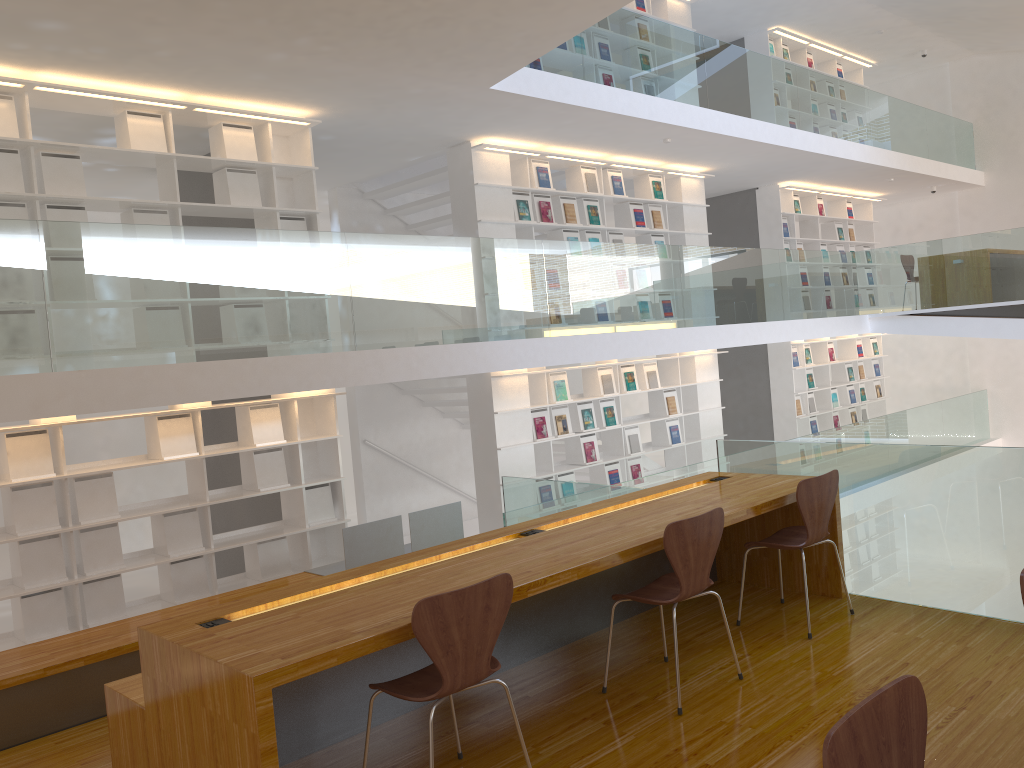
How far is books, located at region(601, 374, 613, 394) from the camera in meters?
9.1 m

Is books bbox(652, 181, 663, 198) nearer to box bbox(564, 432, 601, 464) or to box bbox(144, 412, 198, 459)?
box bbox(564, 432, 601, 464)

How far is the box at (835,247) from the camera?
12.93m

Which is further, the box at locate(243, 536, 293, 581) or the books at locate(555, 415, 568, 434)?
the books at locate(555, 415, 568, 434)

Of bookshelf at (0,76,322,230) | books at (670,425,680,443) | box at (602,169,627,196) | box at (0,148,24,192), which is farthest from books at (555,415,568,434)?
box at (0,148,24,192)

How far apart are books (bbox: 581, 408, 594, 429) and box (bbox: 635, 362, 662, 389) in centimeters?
98cm

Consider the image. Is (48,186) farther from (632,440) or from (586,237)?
(632,440)

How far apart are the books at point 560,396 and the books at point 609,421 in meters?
0.7 m

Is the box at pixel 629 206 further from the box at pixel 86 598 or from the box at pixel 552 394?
the box at pixel 86 598

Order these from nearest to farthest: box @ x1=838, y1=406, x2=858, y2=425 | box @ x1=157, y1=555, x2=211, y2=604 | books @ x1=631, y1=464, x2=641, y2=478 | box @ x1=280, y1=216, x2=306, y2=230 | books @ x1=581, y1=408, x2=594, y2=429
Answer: box @ x1=157, y1=555, x2=211, y2=604, box @ x1=280, y1=216, x2=306, y2=230, books @ x1=581, y1=408, x2=594, y2=429, books @ x1=631, y1=464, x2=641, y2=478, box @ x1=838, y1=406, x2=858, y2=425
